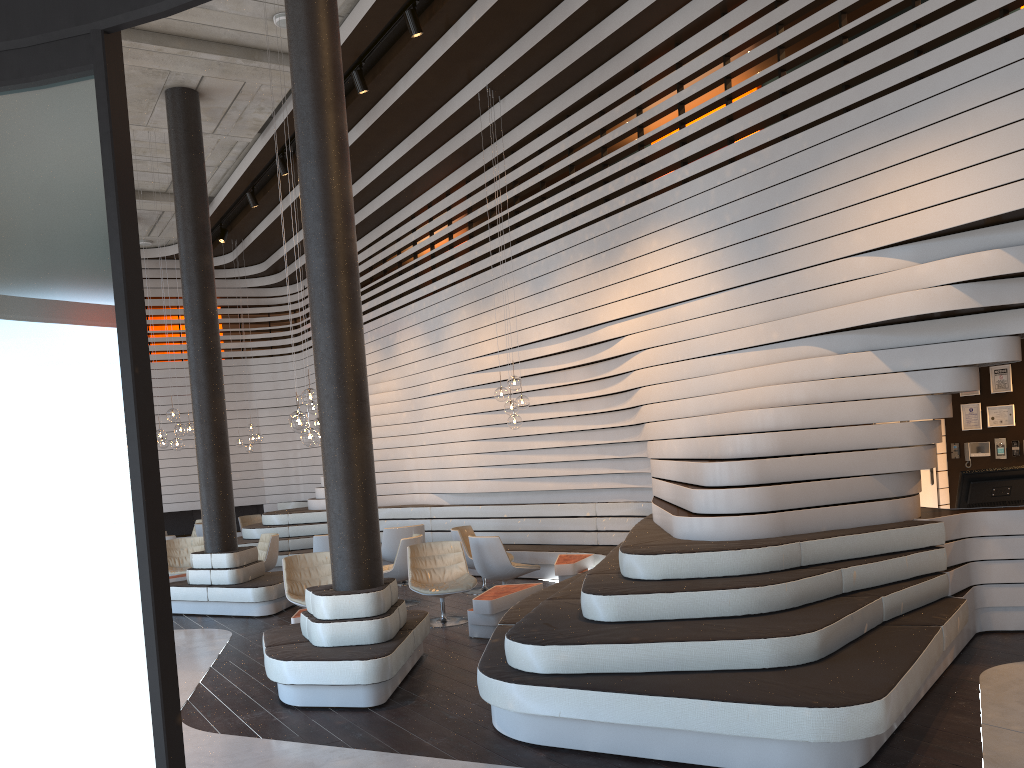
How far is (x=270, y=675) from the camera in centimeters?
586cm

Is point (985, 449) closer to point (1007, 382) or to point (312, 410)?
point (1007, 382)

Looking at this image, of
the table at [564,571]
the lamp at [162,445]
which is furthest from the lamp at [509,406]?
the lamp at [162,445]

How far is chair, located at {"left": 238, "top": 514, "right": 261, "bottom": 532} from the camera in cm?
1664

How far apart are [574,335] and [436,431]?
3.86m

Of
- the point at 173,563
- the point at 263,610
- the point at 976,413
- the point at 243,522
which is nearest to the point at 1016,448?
the point at 976,413

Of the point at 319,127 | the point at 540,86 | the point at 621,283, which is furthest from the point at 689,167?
the point at 319,127

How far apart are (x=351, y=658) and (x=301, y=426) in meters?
2.6 m

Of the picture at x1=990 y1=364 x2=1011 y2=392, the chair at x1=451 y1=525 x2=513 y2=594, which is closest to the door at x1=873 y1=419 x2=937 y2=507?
the picture at x1=990 y1=364 x2=1011 y2=392

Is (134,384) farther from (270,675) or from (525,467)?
(525,467)
